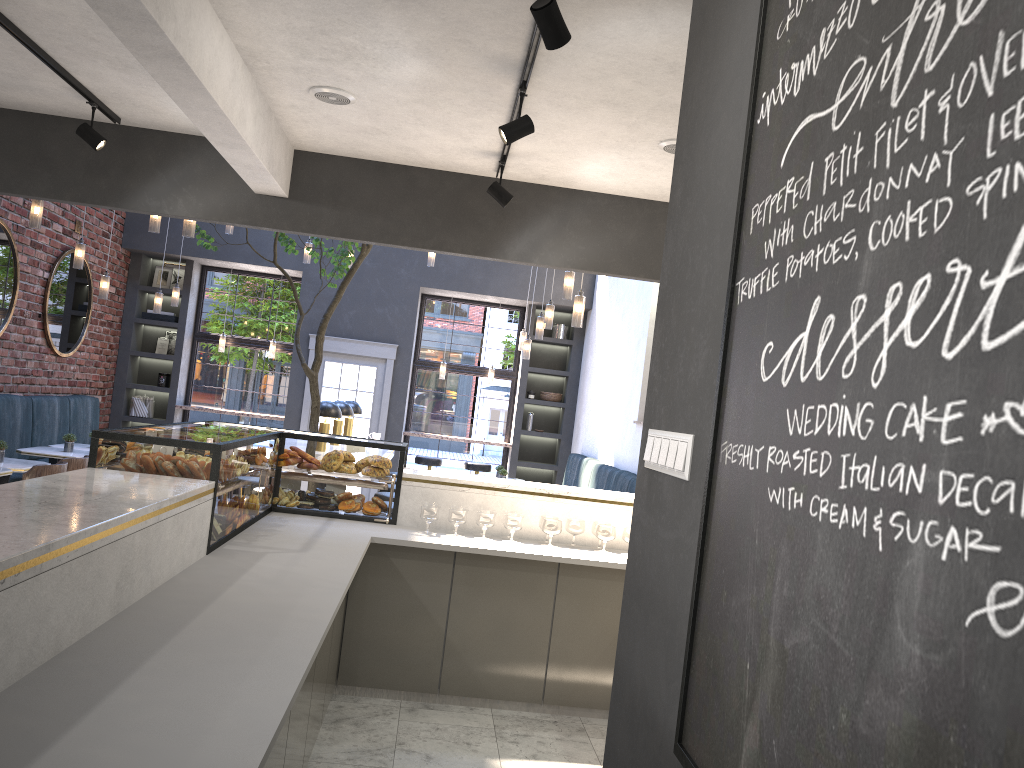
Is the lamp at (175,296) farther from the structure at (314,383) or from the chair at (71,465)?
the chair at (71,465)

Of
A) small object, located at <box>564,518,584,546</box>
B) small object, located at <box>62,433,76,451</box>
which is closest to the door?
small object, located at <box>62,433,76,451</box>

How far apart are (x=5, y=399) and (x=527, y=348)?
5.15m

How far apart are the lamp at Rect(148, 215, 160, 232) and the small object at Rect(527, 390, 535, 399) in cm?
614

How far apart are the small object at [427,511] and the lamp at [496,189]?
1.7m

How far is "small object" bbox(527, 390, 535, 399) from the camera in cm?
1198

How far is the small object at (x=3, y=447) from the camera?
6.46m

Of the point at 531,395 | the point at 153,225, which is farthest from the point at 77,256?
the point at 531,395

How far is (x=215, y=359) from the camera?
11.9 meters

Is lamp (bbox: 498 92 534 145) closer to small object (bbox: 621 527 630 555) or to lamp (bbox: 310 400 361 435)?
small object (bbox: 621 527 630 555)
